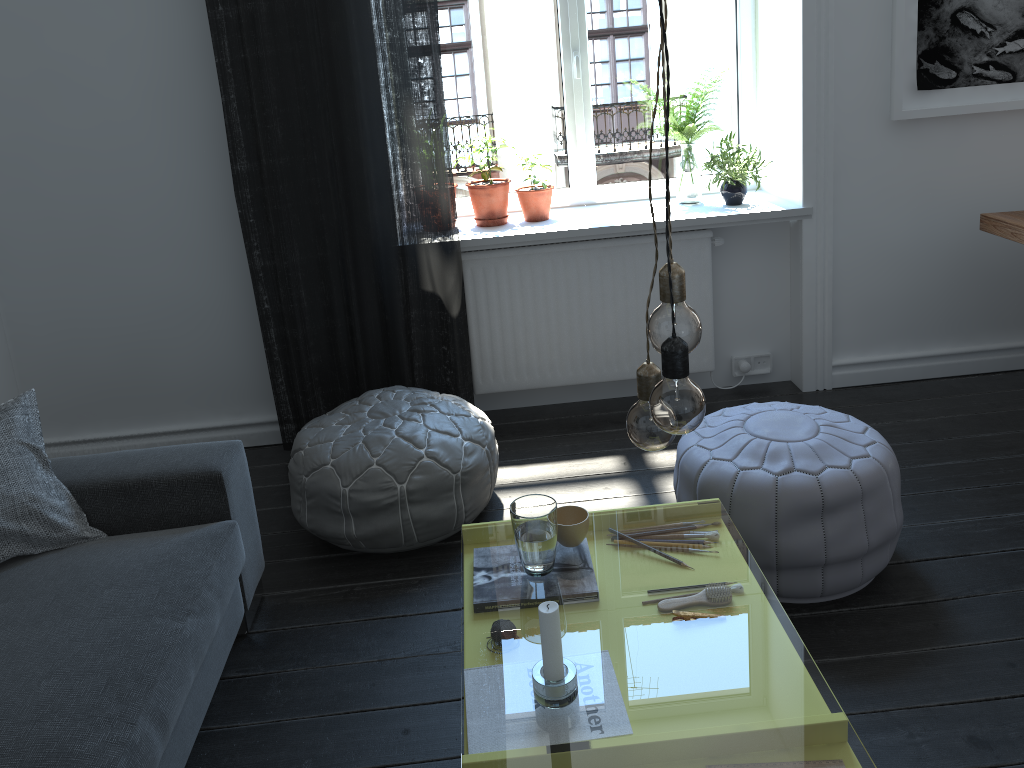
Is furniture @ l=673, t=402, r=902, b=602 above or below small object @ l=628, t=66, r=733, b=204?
below

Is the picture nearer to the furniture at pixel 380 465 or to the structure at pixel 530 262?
the structure at pixel 530 262

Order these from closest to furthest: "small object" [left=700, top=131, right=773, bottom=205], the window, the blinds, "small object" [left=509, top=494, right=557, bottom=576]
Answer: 1. "small object" [left=509, top=494, right=557, bottom=576]
2. the blinds
3. "small object" [left=700, top=131, right=773, bottom=205]
4. the window

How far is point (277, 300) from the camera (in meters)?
3.28

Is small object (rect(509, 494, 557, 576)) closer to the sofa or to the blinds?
the sofa

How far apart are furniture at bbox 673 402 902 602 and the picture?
1.36m

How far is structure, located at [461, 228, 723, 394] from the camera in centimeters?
344cm

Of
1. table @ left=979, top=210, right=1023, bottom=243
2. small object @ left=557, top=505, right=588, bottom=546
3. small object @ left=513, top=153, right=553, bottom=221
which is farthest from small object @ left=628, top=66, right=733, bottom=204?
small object @ left=557, top=505, right=588, bottom=546

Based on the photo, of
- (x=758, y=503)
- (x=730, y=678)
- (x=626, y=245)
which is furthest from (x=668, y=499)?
(x=730, y=678)

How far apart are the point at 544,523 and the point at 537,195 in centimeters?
198cm
